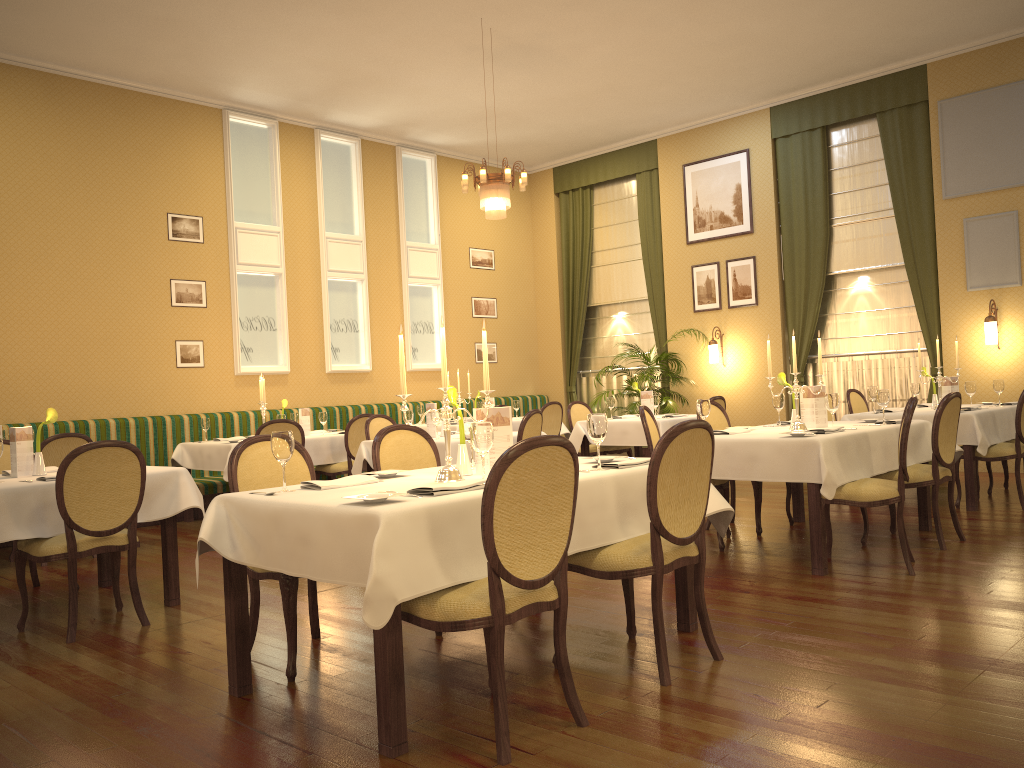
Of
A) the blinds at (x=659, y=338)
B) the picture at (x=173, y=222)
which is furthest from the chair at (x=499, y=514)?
the blinds at (x=659, y=338)

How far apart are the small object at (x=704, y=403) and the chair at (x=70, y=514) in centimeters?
321cm

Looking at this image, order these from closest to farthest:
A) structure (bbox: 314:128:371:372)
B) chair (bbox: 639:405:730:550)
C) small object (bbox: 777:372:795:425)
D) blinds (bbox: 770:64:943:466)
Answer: chair (bbox: 639:405:730:550), small object (bbox: 777:372:795:425), blinds (bbox: 770:64:943:466), structure (bbox: 314:128:371:372)

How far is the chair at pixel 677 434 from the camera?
3.2 meters

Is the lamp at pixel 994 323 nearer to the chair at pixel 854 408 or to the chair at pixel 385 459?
the chair at pixel 854 408

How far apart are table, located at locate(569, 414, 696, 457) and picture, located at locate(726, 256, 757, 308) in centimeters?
271cm

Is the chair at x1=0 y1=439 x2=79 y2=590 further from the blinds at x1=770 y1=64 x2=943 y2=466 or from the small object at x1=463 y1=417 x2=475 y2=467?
the blinds at x1=770 y1=64 x2=943 y2=466

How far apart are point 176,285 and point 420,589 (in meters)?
7.74

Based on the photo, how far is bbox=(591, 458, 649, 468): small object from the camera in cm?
361

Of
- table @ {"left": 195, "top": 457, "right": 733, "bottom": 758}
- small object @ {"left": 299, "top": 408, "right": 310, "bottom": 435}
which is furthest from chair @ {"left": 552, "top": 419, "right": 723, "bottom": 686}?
small object @ {"left": 299, "top": 408, "right": 310, "bottom": 435}
